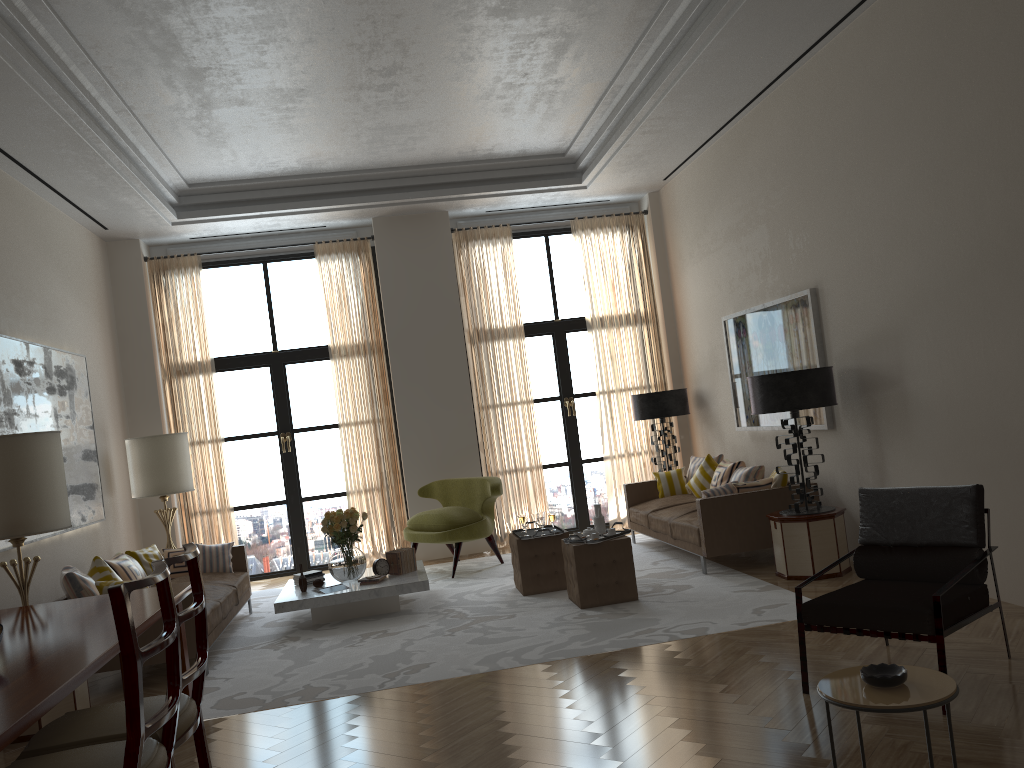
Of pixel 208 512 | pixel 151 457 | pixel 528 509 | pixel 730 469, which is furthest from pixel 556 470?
pixel 151 457

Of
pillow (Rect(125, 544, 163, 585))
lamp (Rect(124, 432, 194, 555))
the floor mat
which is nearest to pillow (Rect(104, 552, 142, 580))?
pillow (Rect(125, 544, 163, 585))

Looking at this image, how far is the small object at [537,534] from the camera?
9.54m

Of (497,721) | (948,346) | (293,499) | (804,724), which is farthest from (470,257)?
(804,724)

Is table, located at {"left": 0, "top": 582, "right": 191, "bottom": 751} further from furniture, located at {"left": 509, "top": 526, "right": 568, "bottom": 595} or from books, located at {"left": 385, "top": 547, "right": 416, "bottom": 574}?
furniture, located at {"left": 509, "top": 526, "right": 568, "bottom": 595}

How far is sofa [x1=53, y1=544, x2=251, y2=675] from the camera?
7.6 meters

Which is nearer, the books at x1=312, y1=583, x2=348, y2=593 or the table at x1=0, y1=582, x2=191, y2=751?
the table at x1=0, y1=582, x2=191, y2=751

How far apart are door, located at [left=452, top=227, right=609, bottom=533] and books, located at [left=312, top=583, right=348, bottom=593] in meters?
5.0

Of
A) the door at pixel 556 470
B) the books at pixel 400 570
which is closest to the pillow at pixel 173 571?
the books at pixel 400 570

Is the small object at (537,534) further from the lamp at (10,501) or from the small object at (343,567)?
the lamp at (10,501)
